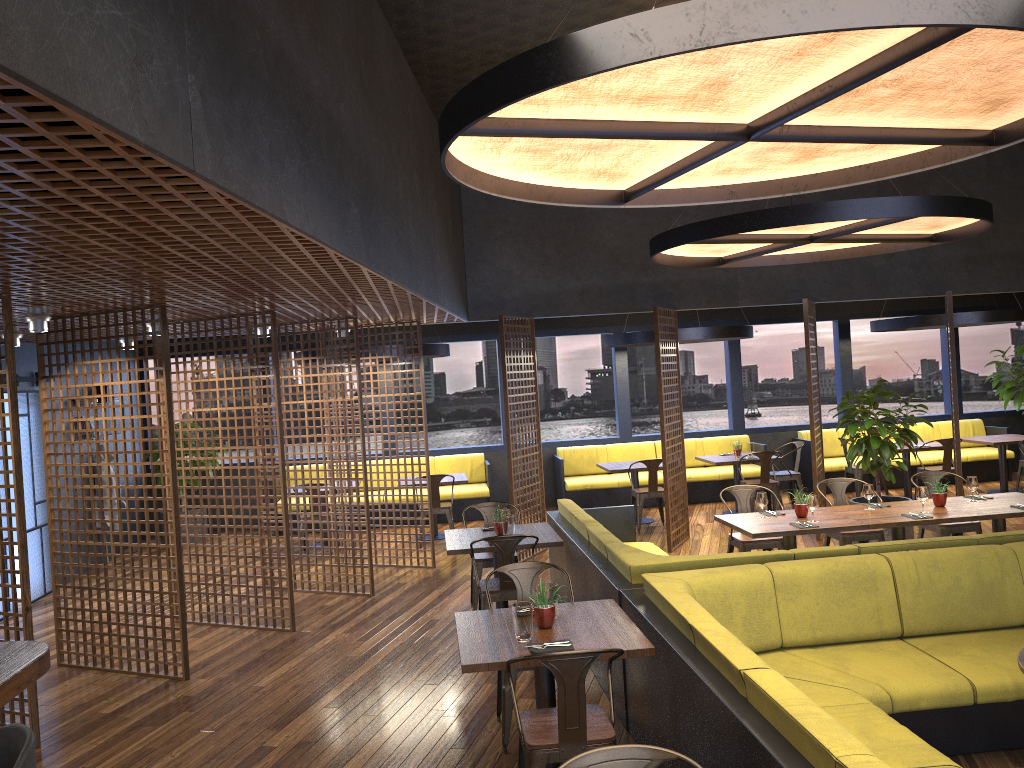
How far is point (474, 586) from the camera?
7.50m

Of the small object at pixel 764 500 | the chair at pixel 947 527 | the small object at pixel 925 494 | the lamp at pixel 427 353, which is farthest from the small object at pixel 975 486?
the lamp at pixel 427 353

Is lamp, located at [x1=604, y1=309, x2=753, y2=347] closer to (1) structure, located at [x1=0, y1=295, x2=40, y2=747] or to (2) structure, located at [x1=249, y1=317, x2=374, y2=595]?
(2) structure, located at [x1=249, y1=317, x2=374, y2=595]

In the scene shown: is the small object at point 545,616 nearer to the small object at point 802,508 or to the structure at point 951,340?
the small object at point 802,508

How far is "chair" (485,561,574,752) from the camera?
4.82m

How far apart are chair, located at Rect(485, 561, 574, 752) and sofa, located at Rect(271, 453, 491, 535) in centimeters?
715cm

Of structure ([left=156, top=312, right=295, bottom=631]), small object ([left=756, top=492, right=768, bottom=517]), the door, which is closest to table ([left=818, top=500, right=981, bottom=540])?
small object ([left=756, top=492, right=768, bottom=517])

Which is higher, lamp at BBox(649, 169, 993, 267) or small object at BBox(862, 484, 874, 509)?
lamp at BBox(649, 169, 993, 267)

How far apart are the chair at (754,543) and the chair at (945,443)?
4.6 meters

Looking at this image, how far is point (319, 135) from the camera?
4.05m
